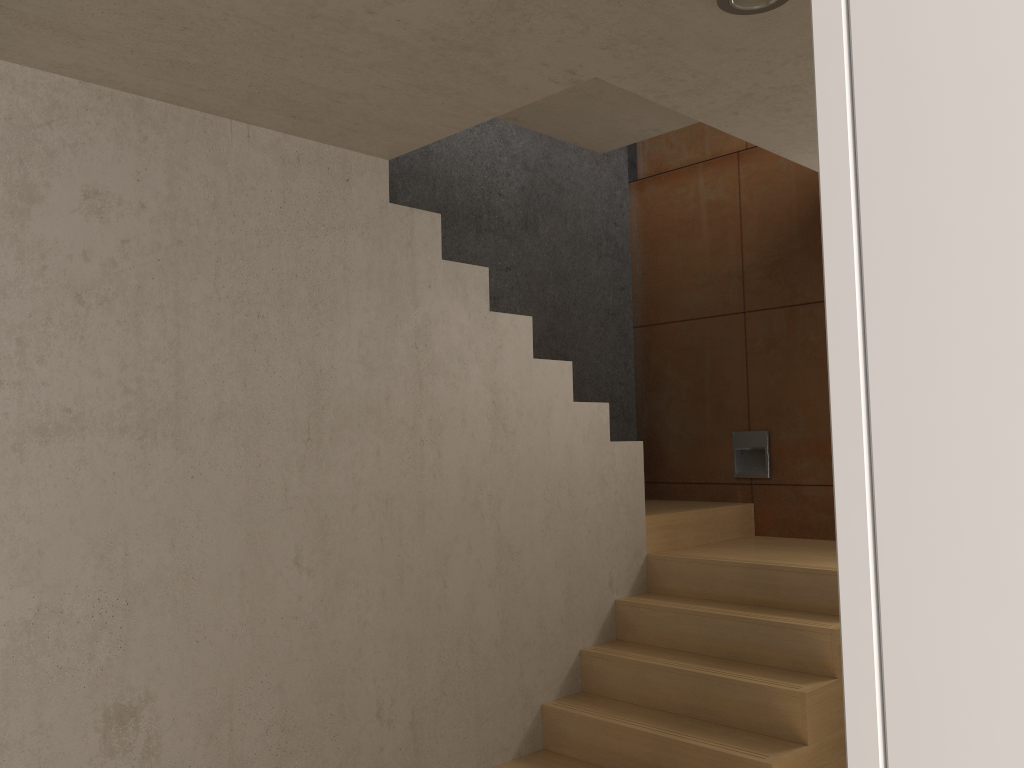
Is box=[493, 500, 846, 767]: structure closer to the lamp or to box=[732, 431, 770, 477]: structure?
box=[732, 431, 770, 477]: structure

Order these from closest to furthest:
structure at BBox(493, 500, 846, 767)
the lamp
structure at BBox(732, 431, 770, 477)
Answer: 1. the lamp
2. structure at BBox(493, 500, 846, 767)
3. structure at BBox(732, 431, 770, 477)

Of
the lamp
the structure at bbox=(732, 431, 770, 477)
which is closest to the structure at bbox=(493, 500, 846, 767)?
the structure at bbox=(732, 431, 770, 477)

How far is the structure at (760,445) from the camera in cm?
492

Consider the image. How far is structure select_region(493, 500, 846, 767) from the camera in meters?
3.2 m

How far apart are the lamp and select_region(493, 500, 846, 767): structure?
2.26m

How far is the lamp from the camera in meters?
2.1

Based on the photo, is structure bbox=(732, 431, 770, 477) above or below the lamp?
below

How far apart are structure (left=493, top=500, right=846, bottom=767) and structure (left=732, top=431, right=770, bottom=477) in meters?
0.2 m

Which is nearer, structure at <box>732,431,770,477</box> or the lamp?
the lamp
